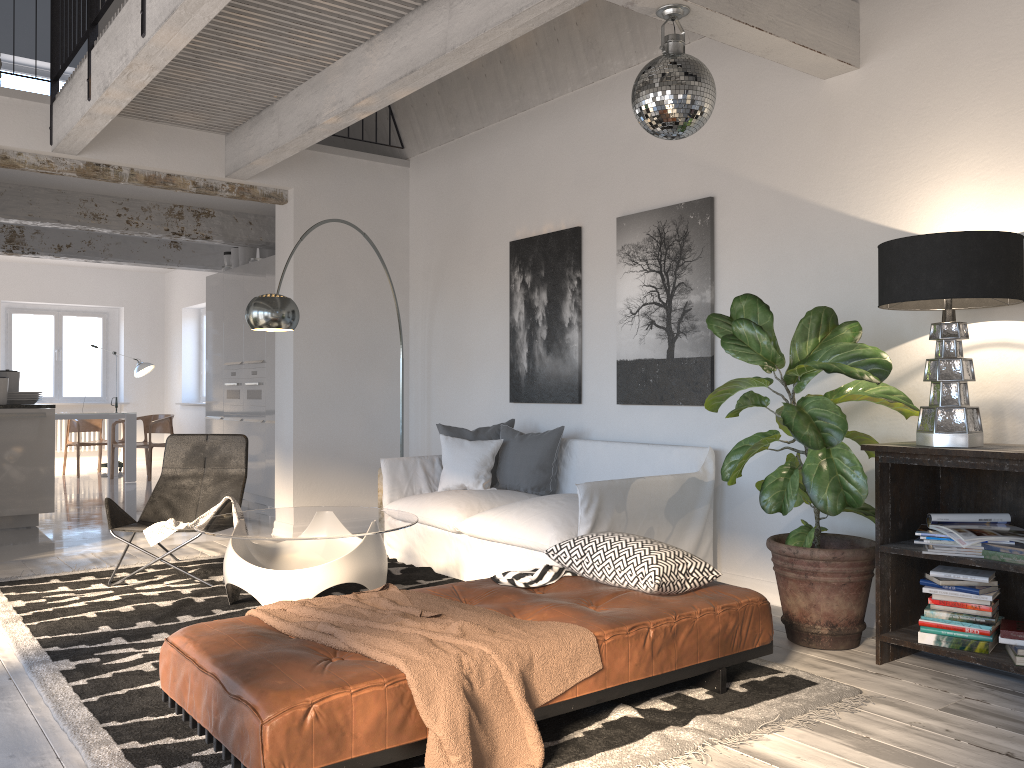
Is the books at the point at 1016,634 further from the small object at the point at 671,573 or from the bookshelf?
the small object at the point at 671,573

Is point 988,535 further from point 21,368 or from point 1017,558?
point 21,368

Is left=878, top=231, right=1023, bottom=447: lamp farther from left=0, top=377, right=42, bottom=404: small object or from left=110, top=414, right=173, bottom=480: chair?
left=110, top=414, right=173, bottom=480: chair

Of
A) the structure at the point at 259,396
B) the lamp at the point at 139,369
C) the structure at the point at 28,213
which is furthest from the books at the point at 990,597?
the lamp at the point at 139,369

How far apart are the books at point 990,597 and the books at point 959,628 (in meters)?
0.13

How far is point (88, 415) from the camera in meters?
10.7 m

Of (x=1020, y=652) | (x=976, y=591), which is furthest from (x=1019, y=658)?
(x=976, y=591)

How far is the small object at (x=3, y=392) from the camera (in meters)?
7.11

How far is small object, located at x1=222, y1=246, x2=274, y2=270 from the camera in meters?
9.4

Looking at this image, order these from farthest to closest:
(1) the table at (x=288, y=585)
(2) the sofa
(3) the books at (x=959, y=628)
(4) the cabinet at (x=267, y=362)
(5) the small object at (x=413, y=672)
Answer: (4) the cabinet at (x=267, y=362) < (2) the sofa < (1) the table at (x=288, y=585) < (3) the books at (x=959, y=628) < (5) the small object at (x=413, y=672)
